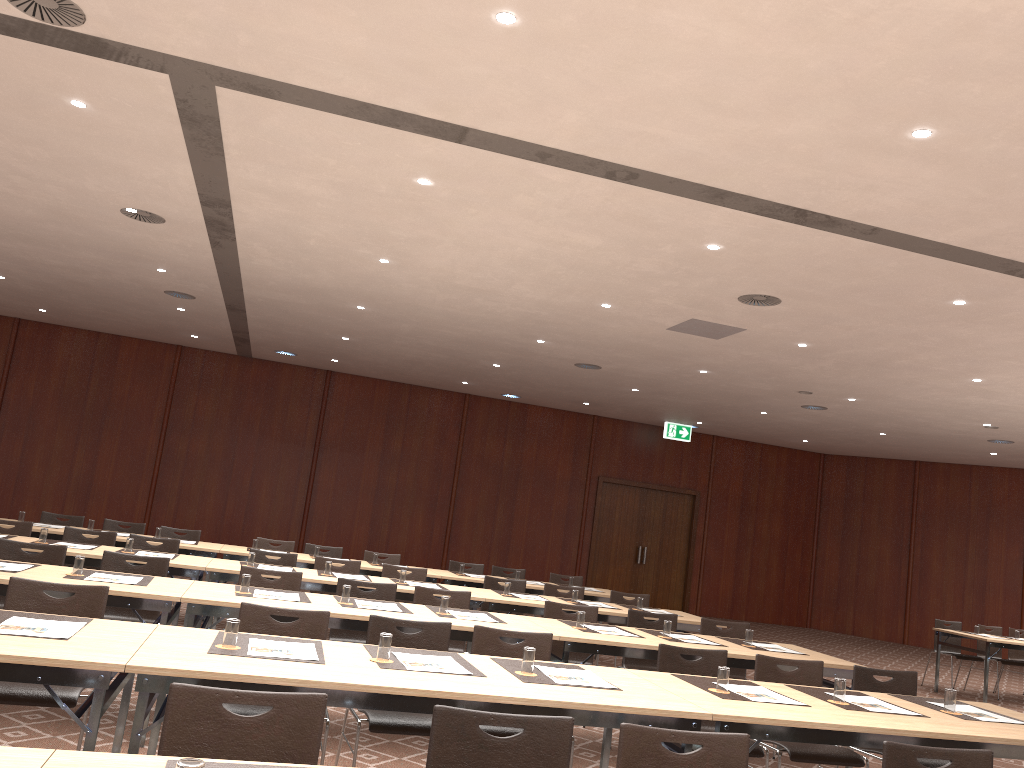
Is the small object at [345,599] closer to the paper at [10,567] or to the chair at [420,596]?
the chair at [420,596]

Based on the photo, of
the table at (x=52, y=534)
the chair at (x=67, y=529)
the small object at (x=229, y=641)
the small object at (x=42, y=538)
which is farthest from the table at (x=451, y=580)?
the small object at (x=229, y=641)

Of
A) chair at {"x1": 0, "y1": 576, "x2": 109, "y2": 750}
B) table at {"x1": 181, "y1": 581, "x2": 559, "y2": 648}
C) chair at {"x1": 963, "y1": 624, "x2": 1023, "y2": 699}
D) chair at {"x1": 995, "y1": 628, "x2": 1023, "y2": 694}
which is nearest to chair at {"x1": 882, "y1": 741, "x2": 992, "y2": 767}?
table at {"x1": 181, "y1": 581, "x2": 559, "y2": 648}

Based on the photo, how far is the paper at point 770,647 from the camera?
6.5m

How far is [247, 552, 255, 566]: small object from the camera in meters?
7.5

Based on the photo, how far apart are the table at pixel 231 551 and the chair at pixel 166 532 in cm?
84

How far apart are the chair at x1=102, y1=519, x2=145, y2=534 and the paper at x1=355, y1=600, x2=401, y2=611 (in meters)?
5.08

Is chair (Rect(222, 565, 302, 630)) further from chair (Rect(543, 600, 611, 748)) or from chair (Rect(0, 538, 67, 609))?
chair (Rect(543, 600, 611, 748))

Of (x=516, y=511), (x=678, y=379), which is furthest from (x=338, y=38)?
(x=516, y=511)

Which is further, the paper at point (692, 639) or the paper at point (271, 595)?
the paper at point (692, 639)
